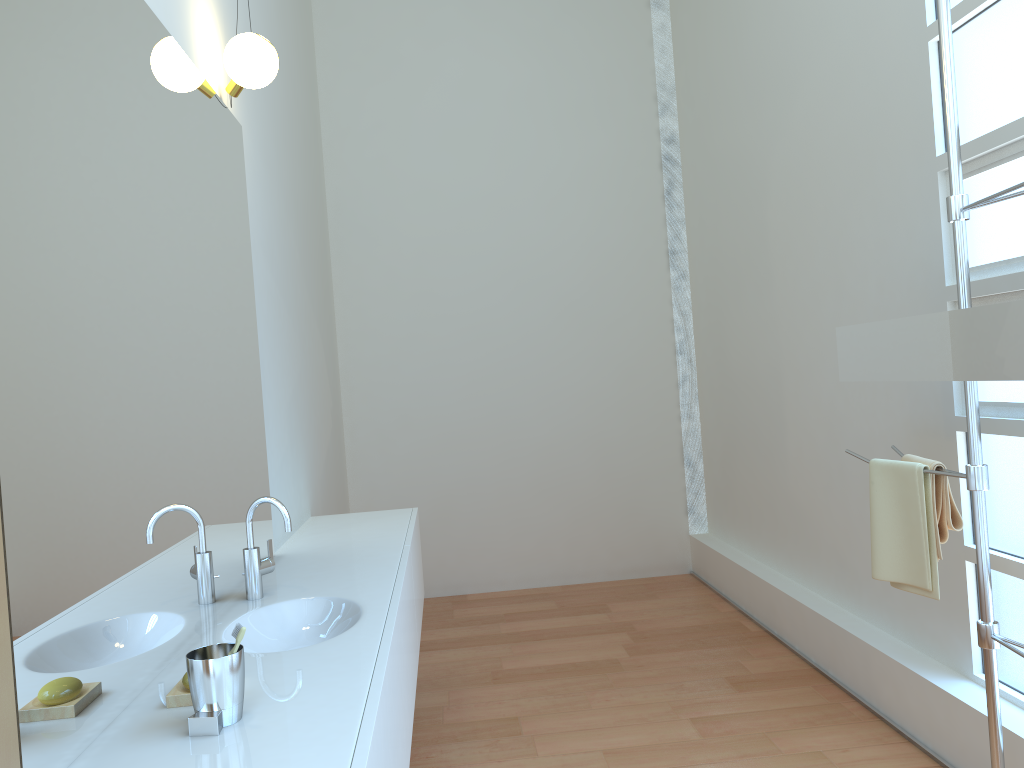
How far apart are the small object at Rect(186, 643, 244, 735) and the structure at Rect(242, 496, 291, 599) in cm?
77

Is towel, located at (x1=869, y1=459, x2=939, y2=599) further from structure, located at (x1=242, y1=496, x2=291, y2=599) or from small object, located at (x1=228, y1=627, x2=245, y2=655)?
small object, located at (x1=228, y1=627, x2=245, y2=655)

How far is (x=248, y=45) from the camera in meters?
2.6 m

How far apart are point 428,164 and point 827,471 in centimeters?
297cm

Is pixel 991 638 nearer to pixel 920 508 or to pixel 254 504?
pixel 920 508

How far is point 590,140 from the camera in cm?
540

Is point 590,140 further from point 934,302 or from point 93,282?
point 93,282

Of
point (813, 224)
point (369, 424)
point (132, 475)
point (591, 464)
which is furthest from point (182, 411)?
point (591, 464)

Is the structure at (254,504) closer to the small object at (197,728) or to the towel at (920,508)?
the small object at (197,728)

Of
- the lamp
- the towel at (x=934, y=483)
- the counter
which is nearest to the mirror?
the towel at (x=934, y=483)
